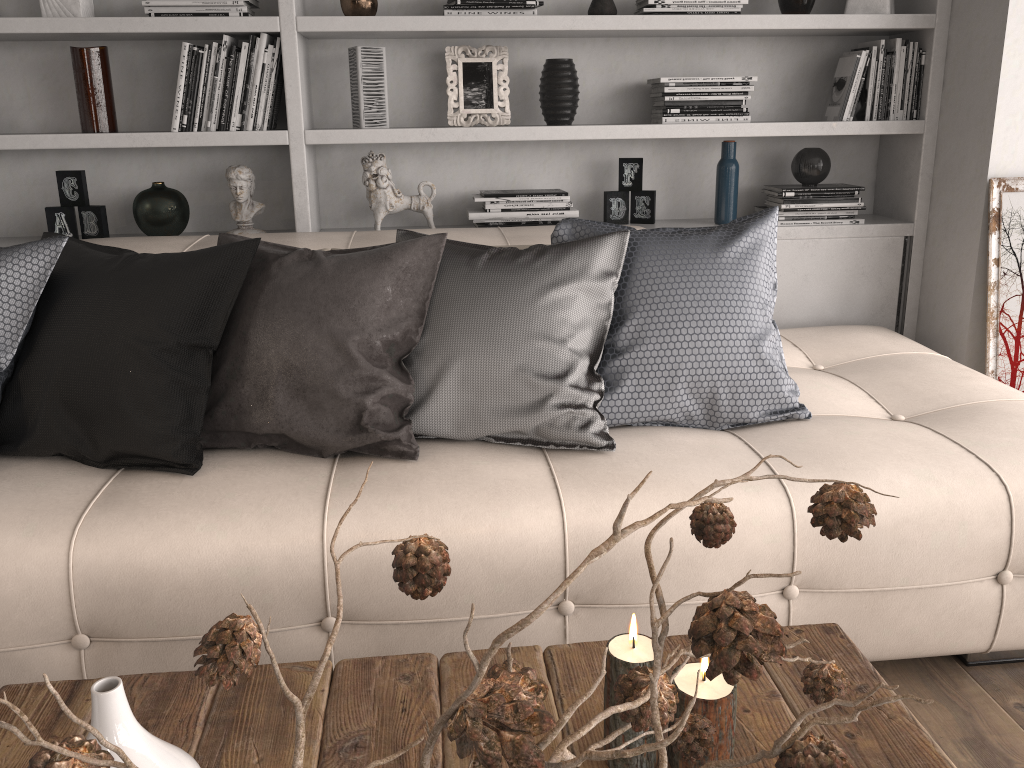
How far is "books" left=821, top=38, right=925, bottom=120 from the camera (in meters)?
2.96

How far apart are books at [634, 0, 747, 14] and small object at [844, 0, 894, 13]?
0.40m

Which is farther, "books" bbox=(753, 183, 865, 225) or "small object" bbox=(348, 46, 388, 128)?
"books" bbox=(753, 183, 865, 225)

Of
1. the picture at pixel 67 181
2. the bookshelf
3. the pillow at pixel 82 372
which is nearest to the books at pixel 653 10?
the bookshelf

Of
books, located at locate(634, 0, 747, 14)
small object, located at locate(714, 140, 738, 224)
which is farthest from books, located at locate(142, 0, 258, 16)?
small object, located at locate(714, 140, 738, 224)

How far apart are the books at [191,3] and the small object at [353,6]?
0.28m

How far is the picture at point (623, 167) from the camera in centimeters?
310cm

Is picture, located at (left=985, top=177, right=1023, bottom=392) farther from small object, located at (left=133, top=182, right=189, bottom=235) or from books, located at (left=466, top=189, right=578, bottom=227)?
small object, located at (left=133, top=182, right=189, bottom=235)

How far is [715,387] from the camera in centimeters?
208cm

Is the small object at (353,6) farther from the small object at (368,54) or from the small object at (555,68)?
the small object at (555,68)
